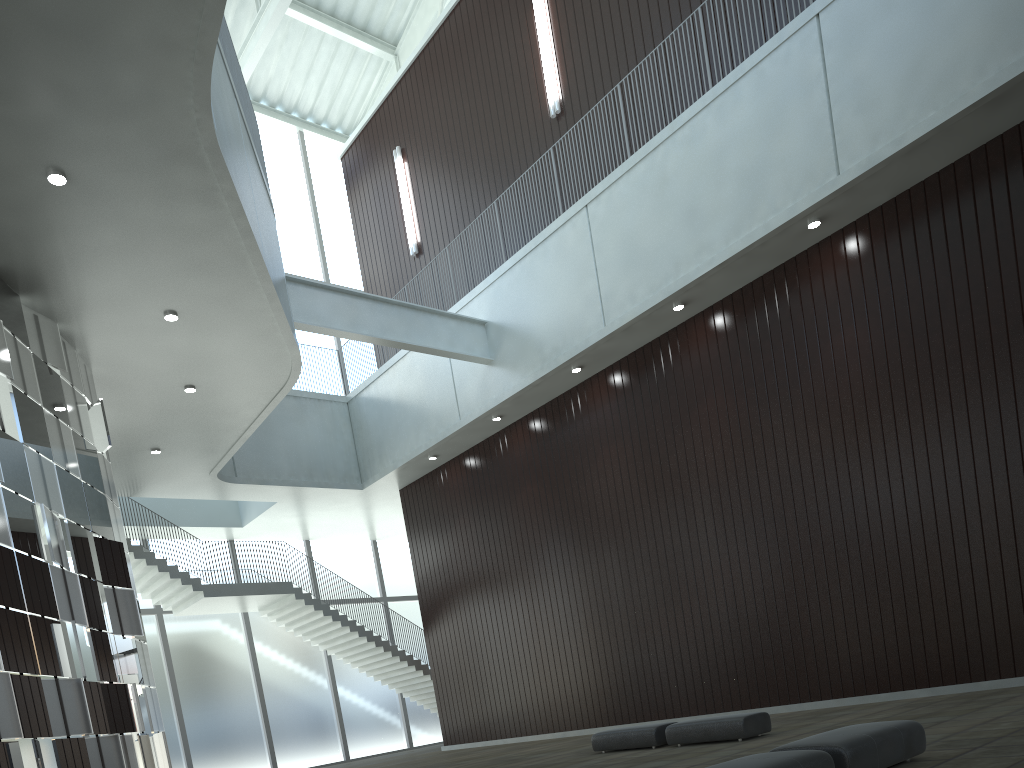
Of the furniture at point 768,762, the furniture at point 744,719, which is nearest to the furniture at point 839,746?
the furniture at point 768,762

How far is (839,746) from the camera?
16.3 meters

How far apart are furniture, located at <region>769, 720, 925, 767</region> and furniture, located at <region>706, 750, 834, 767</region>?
0.75m

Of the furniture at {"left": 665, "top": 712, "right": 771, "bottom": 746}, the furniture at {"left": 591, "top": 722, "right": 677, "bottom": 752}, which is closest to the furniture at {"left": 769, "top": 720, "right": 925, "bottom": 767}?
the furniture at {"left": 665, "top": 712, "right": 771, "bottom": 746}

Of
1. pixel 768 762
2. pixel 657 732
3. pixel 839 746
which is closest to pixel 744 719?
pixel 657 732

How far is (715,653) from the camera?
46.4 meters

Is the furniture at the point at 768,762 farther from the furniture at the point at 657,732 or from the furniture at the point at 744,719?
the furniture at the point at 657,732

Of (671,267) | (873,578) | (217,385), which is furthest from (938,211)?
(217,385)

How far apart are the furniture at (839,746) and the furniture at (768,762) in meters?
0.8

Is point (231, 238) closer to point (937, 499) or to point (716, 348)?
point (716, 348)
